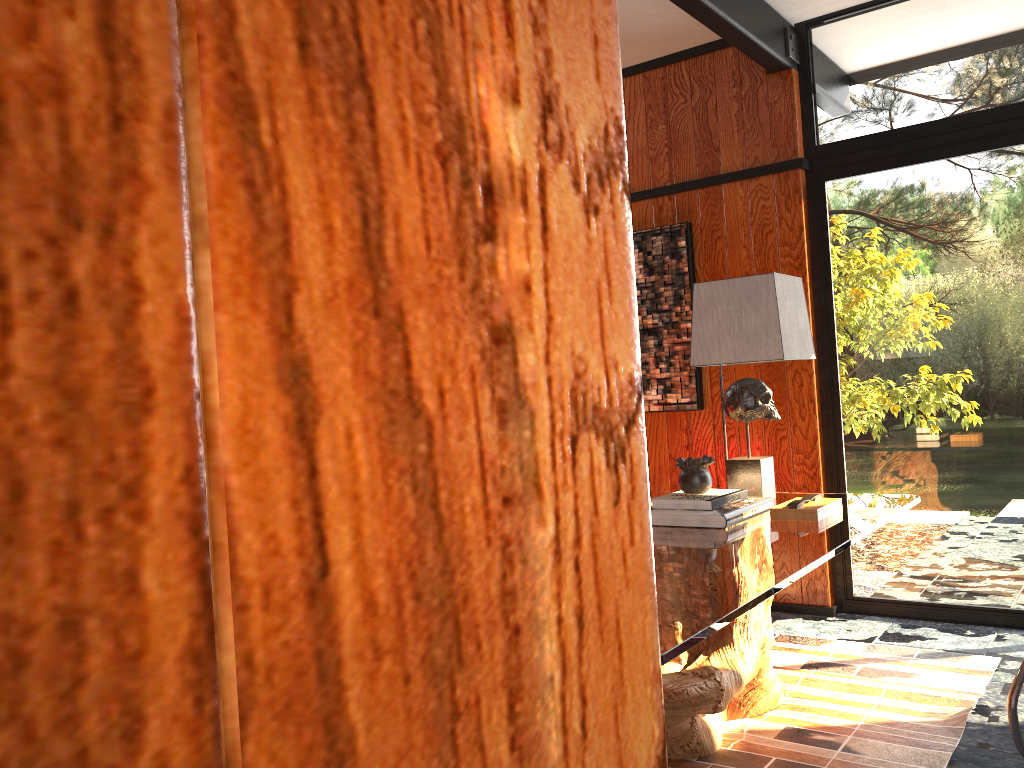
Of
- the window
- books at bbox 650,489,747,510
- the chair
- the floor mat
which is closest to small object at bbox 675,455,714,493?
books at bbox 650,489,747,510

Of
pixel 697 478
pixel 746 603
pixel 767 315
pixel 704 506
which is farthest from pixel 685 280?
pixel 746 603

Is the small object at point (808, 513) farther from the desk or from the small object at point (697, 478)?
the small object at point (697, 478)

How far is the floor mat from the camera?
2.42m

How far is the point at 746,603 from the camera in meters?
1.6

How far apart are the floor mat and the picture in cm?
107

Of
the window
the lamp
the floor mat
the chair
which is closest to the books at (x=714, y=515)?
the lamp

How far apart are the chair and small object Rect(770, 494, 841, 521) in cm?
59

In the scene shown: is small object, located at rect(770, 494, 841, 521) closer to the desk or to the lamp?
the desk

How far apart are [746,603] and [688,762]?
1.0m
